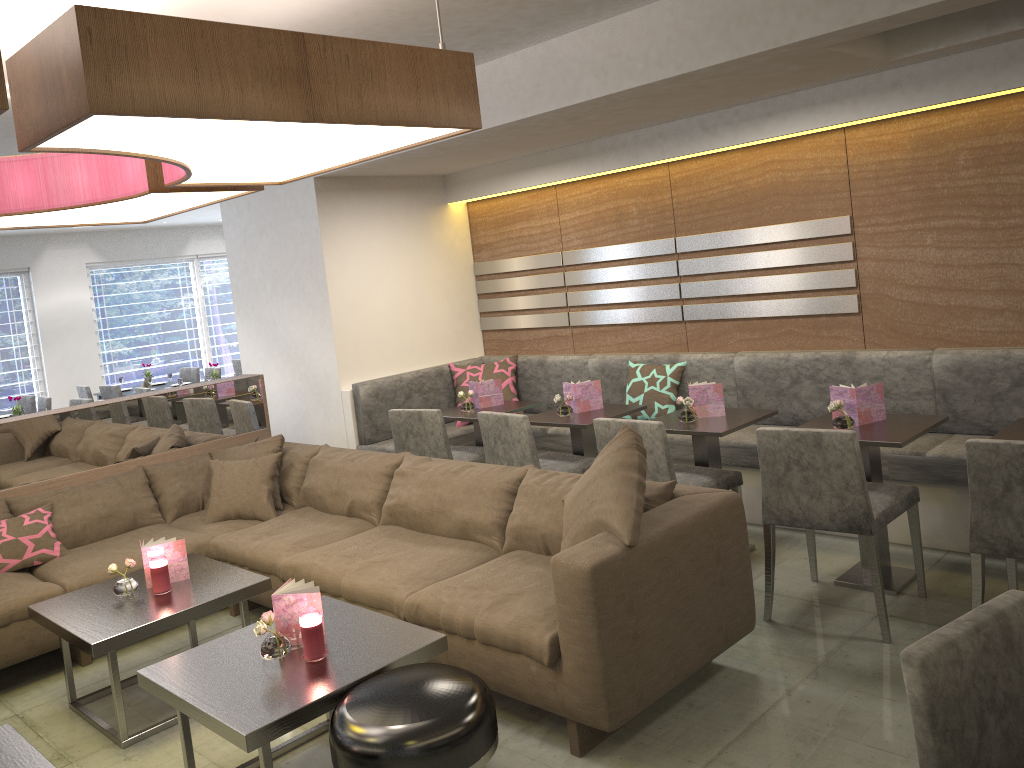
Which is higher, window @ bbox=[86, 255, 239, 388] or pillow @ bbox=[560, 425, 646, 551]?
window @ bbox=[86, 255, 239, 388]

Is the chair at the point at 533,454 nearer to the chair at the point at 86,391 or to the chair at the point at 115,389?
the chair at the point at 115,389

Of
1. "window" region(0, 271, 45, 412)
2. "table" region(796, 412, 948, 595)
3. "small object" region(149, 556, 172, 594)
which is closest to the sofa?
"small object" region(149, 556, 172, 594)

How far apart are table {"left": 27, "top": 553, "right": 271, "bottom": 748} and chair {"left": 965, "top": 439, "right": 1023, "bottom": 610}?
2.51m

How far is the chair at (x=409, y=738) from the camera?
2.11m

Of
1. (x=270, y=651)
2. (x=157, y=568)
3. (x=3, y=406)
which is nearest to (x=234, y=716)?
(x=270, y=651)

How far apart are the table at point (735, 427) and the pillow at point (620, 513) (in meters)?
1.01

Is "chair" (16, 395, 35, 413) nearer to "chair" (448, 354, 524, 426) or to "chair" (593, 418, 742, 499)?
"chair" (448, 354, 524, 426)

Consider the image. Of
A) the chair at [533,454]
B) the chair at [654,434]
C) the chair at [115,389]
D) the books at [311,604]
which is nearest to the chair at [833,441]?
the chair at [654,434]

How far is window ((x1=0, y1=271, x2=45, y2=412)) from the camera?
10.3 meters
